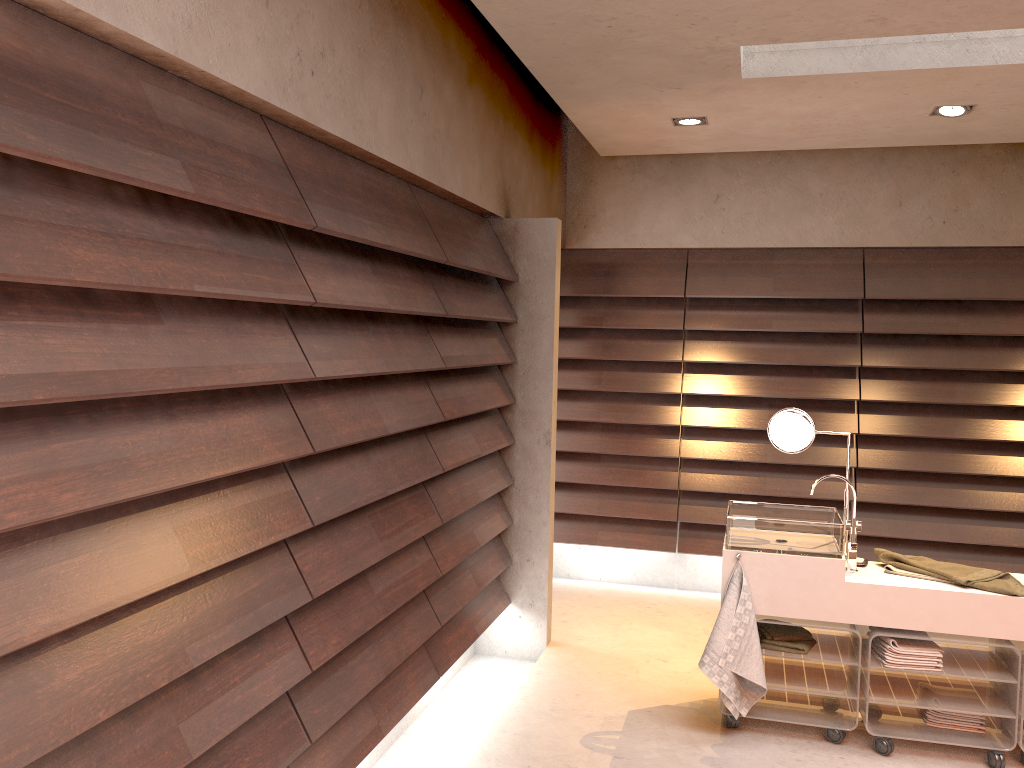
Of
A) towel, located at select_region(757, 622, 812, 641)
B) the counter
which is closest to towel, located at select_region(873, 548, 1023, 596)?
the counter

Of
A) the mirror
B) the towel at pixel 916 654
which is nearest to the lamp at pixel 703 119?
the mirror

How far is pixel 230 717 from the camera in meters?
1.9 m

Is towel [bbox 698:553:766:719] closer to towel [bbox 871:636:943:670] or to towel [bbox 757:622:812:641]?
towel [bbox 757:622:812:641]

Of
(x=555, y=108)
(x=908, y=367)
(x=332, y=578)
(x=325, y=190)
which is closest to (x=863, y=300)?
(x=908, y=367)

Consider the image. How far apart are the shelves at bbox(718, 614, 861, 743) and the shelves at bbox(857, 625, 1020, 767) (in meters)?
0.03

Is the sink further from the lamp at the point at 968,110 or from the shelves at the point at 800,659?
the lamp at the point at 968,110

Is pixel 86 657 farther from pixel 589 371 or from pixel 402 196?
pixel 589 371

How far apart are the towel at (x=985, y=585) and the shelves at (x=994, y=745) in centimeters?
18cm

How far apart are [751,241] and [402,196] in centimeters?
274cm
